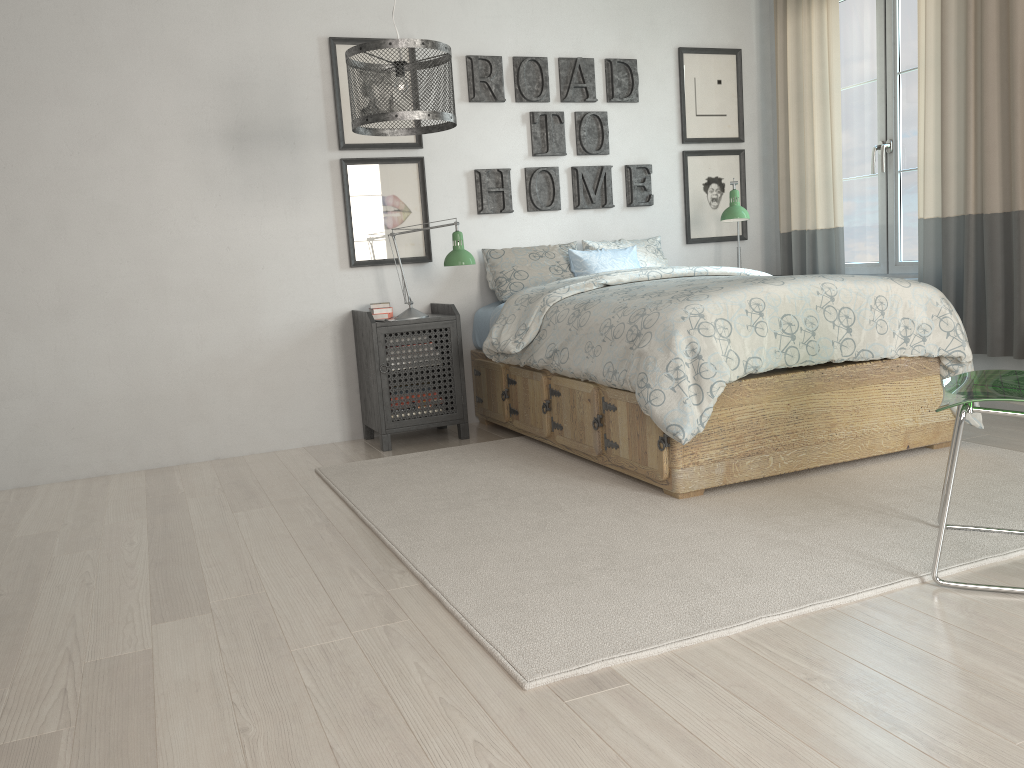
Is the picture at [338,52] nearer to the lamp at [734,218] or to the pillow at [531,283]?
the pillow at [531,283]

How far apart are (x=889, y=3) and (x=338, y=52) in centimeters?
271cm

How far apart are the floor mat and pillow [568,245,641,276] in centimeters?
94cm

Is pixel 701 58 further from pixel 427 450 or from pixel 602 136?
pixel 427 450

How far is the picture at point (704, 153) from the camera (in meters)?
5.02

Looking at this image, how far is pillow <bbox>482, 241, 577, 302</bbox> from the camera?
4.4 meters

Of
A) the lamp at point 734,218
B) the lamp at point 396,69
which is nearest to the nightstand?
the lamp at point 396,69

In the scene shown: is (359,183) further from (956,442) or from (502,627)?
(956,442)

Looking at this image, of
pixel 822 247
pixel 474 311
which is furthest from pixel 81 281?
pixel 822 247

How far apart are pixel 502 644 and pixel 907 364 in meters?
2.1
